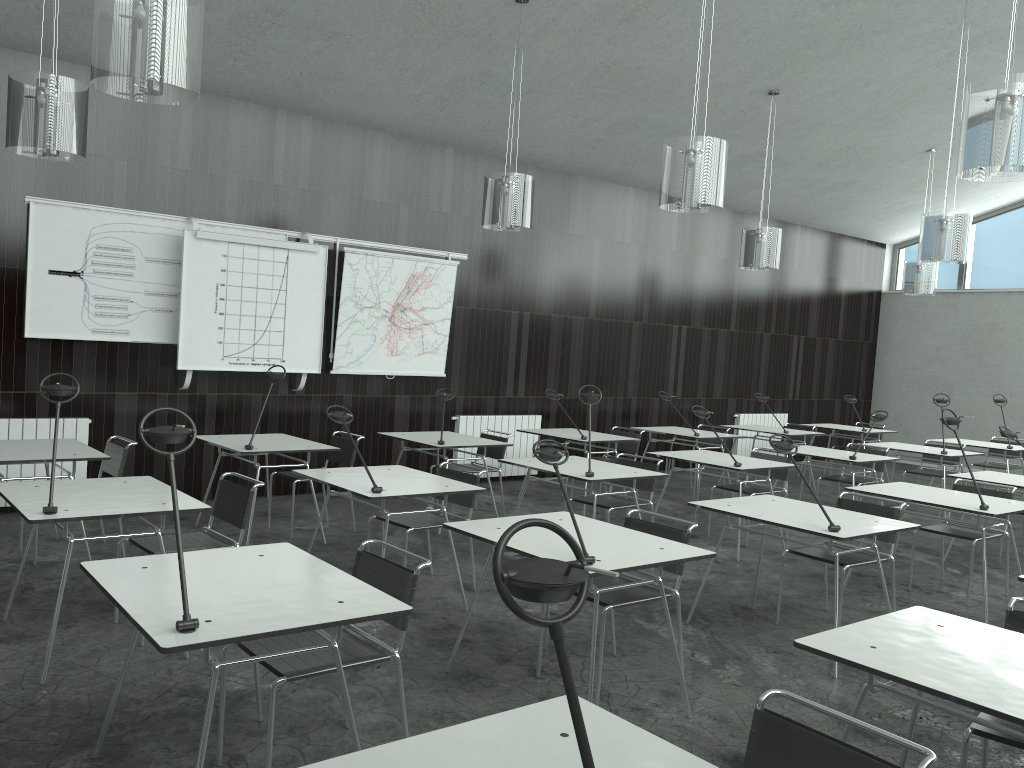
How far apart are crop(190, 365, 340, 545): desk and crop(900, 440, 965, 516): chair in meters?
5.8

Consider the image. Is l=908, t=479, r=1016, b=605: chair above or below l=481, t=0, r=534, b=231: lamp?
below

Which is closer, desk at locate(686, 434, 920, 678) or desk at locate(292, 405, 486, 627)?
desk at locate(686, 434, 920, 678)

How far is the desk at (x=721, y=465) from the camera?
6.2 meters

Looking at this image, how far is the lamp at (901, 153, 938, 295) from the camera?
9.82m

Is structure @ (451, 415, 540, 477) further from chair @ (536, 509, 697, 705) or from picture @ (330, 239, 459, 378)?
chair @ (536, 509, 697, 705)

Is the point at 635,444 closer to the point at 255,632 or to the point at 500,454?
the point at 500,454

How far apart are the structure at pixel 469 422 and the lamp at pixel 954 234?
3.99m

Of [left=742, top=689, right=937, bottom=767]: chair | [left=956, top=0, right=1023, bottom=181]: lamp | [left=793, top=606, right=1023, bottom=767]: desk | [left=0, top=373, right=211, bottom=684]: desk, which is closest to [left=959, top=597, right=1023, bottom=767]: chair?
[left=793, top=606, right=1023, bottom=767]: desk

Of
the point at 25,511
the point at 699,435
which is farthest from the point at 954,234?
the point at 25,511
